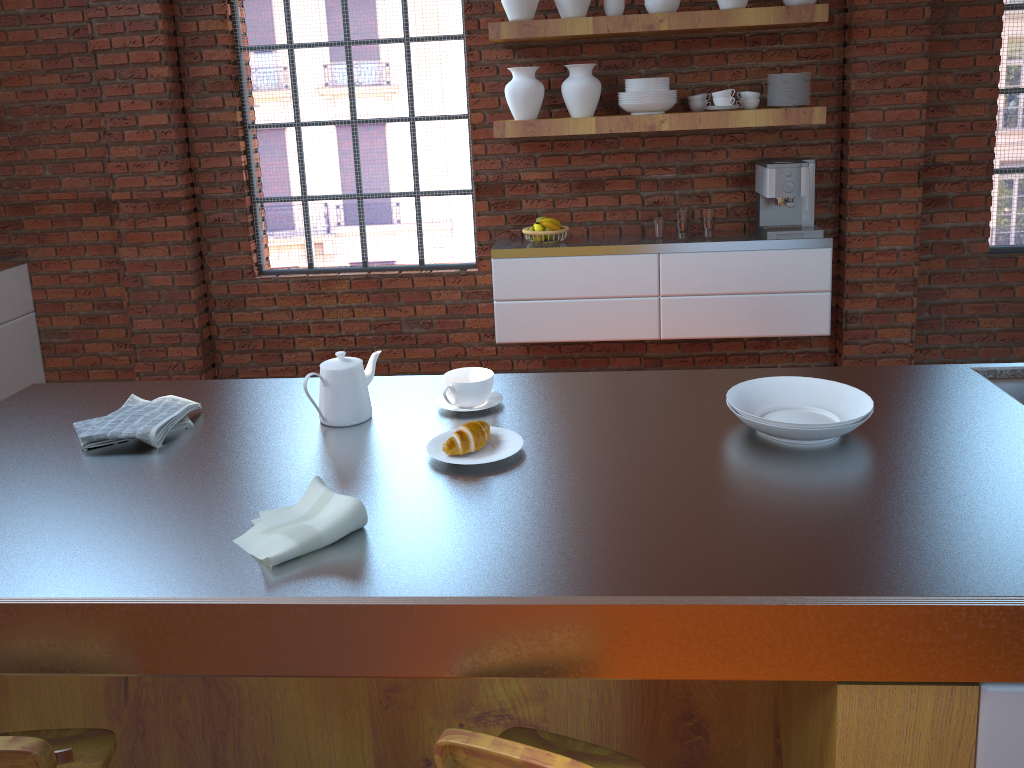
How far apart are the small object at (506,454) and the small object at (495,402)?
0.17m

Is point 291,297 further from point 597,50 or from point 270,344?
point 597,50

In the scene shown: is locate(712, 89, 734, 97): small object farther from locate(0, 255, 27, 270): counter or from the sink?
locate(0, 255, 27, 270): counter

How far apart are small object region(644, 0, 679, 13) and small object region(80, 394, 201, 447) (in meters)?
2.88

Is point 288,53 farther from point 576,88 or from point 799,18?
point 799,18

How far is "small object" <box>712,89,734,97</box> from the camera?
4.0 meters

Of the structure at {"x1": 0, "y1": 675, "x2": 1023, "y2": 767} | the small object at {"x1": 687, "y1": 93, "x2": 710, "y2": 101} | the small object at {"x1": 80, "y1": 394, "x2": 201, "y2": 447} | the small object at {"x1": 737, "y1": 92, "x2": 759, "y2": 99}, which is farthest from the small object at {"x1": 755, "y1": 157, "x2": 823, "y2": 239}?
the small object at {"x1": 80, "y1": 394, "x2": 201, "y2": 447}

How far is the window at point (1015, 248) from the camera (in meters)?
4.46

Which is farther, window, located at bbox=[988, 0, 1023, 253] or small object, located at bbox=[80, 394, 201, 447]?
window, located at bbox=[988, 0, 1023, 253]

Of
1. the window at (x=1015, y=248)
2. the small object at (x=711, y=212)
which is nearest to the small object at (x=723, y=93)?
the small object at (x=711, y=212)
